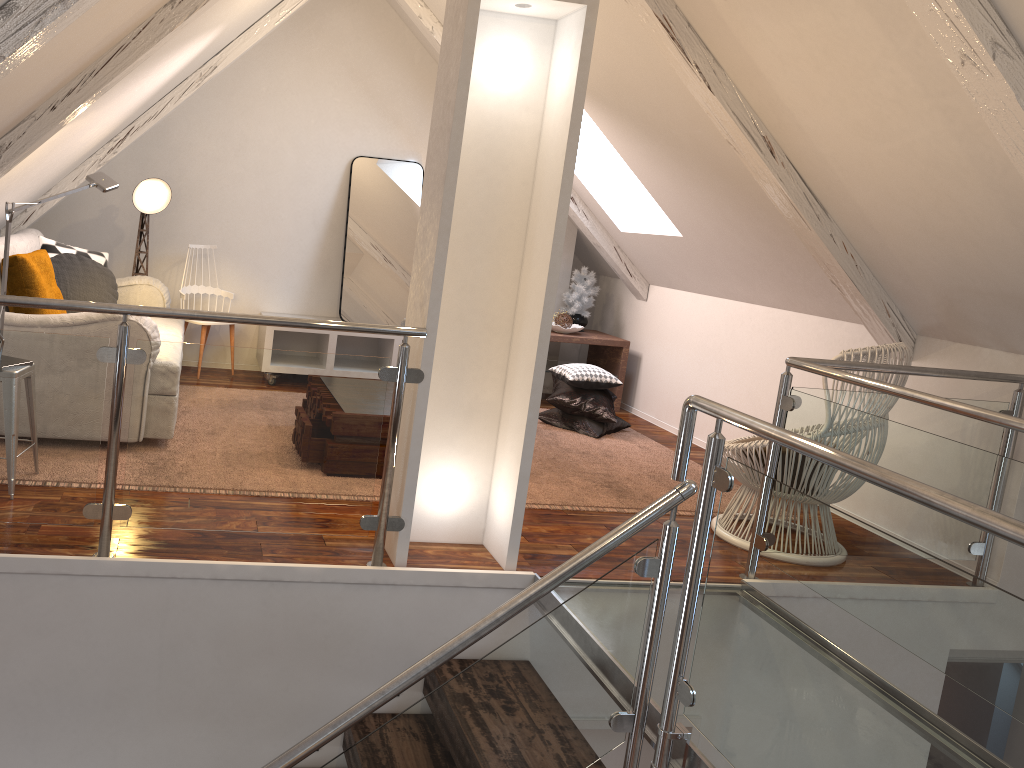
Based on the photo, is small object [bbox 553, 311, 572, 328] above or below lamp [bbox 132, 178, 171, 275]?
below

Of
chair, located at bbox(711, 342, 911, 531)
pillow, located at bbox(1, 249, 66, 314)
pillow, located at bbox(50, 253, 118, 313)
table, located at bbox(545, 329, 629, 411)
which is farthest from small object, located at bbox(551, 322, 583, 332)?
pillow, located at bbox(1, 249, 66, 314)

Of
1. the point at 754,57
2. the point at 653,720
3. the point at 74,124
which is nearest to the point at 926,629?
the point at 653,720

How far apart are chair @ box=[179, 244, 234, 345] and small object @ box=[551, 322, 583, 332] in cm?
193

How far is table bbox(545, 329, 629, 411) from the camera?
5.4m

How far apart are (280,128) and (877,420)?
3.8 meters

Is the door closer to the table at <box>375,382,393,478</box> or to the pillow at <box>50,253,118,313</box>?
the table at <box>375,382,393,478</box>

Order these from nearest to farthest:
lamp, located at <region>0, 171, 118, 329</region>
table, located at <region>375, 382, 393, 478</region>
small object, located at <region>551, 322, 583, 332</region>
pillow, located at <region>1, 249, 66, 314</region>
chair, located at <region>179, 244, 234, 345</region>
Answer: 1. lamp, located at <region>0, 171, 118, 329</region>
2. pillow, located at <region>1, 249, 66, 314</region>
3. table, located at <region>375, 382, 393, 478</region>
4. chair, located at <region>179, 244, 234, 345</region>
5. small object, located at <region>551, 322, 583, 332</region>

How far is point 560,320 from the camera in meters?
5.5 m

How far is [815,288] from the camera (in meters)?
3.99
